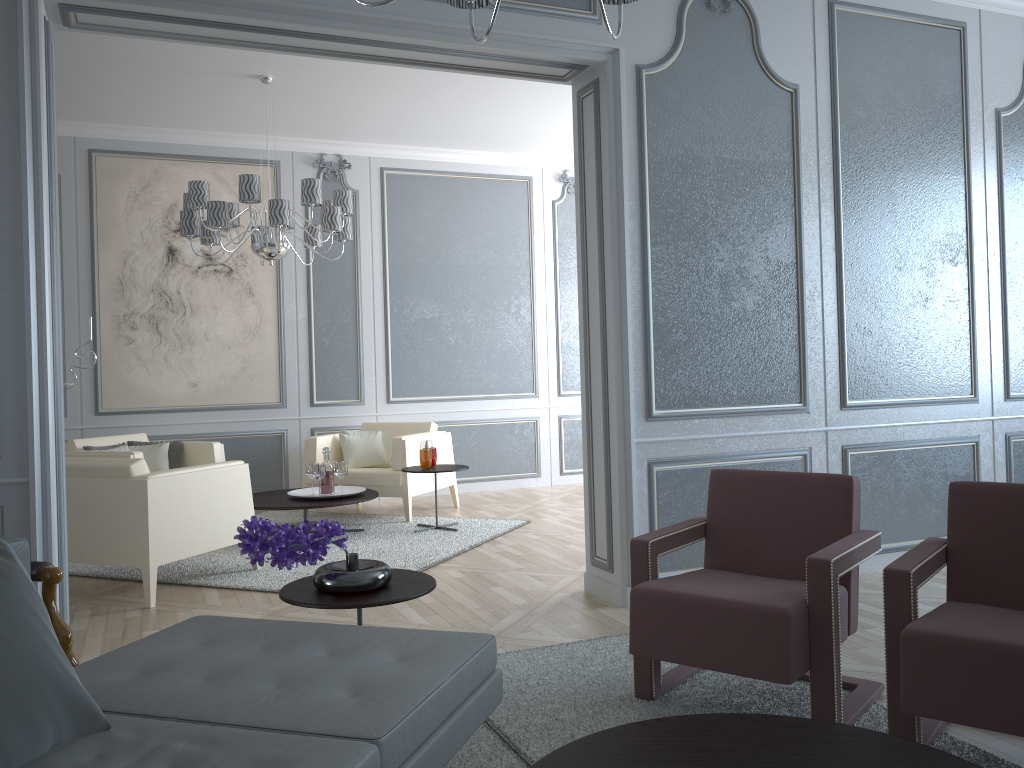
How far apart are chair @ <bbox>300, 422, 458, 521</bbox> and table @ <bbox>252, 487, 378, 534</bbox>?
0.3m

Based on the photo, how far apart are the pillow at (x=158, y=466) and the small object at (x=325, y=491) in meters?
1.1 m

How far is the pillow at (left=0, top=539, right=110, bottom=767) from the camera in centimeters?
134cm

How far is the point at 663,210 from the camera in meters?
3.6 m

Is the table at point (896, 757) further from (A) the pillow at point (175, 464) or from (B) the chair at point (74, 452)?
(A) the pillow at point (175, 464)

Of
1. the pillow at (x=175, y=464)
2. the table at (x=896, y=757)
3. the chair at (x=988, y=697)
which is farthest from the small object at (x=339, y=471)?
the table at (x=896, y=757)

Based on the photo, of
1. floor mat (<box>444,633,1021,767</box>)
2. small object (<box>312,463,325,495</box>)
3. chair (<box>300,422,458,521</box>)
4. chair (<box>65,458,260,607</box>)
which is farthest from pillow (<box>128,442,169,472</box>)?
floor mat (<box>444,633,1021,767</box>)

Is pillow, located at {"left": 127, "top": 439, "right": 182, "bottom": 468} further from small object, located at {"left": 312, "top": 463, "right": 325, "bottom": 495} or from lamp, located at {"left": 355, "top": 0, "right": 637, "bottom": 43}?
lamp, located at {"left": 355, "top": 0, "right": 637, "bottom": 43}

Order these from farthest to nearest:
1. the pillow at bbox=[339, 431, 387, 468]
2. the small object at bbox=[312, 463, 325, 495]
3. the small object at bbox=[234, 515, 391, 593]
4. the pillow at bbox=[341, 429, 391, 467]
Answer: the pillow at bbox=[341, 429, 391, 467], the pillow at bbox=[339, 431, 387, 468], the small object at bbox=[312, 463, 325, 495], the small object at bbox=[234, 515, 391, 593]

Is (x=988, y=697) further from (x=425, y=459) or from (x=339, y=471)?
(x=339, y=471)
